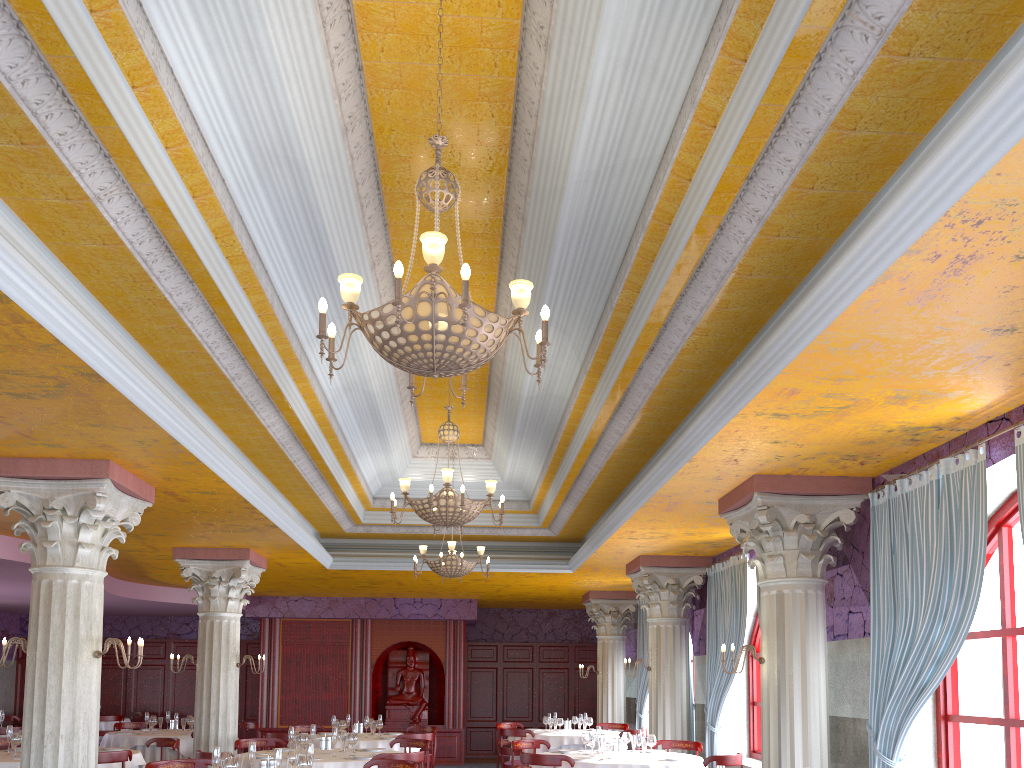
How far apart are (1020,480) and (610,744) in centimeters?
531cm

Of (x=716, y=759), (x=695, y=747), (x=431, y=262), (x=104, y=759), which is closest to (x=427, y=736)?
(x=695, y=747)

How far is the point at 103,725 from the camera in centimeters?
1722cm

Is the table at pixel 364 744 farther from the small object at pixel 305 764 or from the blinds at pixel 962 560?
the blinds at pixel 962 560

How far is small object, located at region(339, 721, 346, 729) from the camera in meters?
12.2

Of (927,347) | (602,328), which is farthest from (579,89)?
(927,347)

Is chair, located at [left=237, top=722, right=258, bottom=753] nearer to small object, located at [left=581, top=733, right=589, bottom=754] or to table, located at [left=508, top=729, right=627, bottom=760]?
table, located at [left=508, top=729, right=627, bottom=760]

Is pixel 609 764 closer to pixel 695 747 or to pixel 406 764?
pixel 406 764

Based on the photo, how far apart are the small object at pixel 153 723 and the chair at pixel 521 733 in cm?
531

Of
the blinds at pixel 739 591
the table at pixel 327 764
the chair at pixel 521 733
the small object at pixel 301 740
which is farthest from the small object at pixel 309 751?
the chair at pixel 521 733
